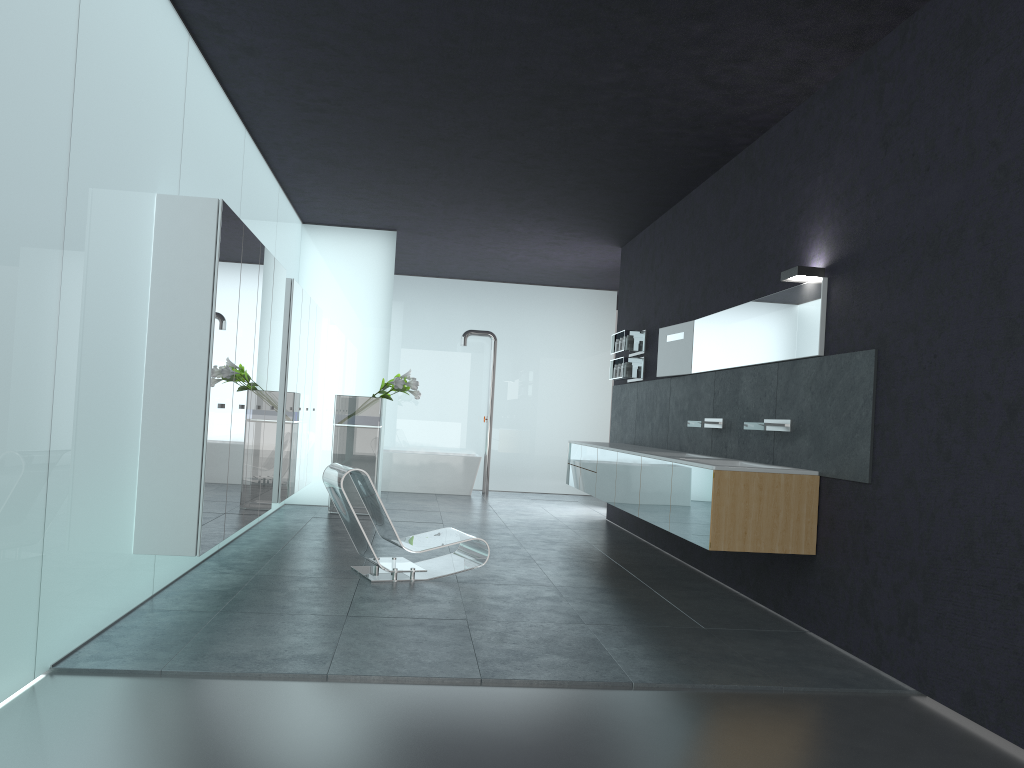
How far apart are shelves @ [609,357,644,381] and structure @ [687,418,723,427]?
2.60m

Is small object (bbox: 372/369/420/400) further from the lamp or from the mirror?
the lamp

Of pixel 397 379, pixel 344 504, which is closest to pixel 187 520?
pixel 344 504

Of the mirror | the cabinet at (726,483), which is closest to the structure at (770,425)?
the cabinet at (726,483)

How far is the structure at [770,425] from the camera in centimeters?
642cm

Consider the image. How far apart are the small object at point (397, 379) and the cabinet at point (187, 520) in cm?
88

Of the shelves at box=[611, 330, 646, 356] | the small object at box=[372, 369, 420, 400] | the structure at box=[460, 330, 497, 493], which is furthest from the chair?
the structure at box=[460, 330, 497, 493]

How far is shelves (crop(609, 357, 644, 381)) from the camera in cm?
1073

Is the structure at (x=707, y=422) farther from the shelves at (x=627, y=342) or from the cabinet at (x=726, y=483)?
the shelves at (x=627, y=342)

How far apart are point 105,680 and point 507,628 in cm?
234
